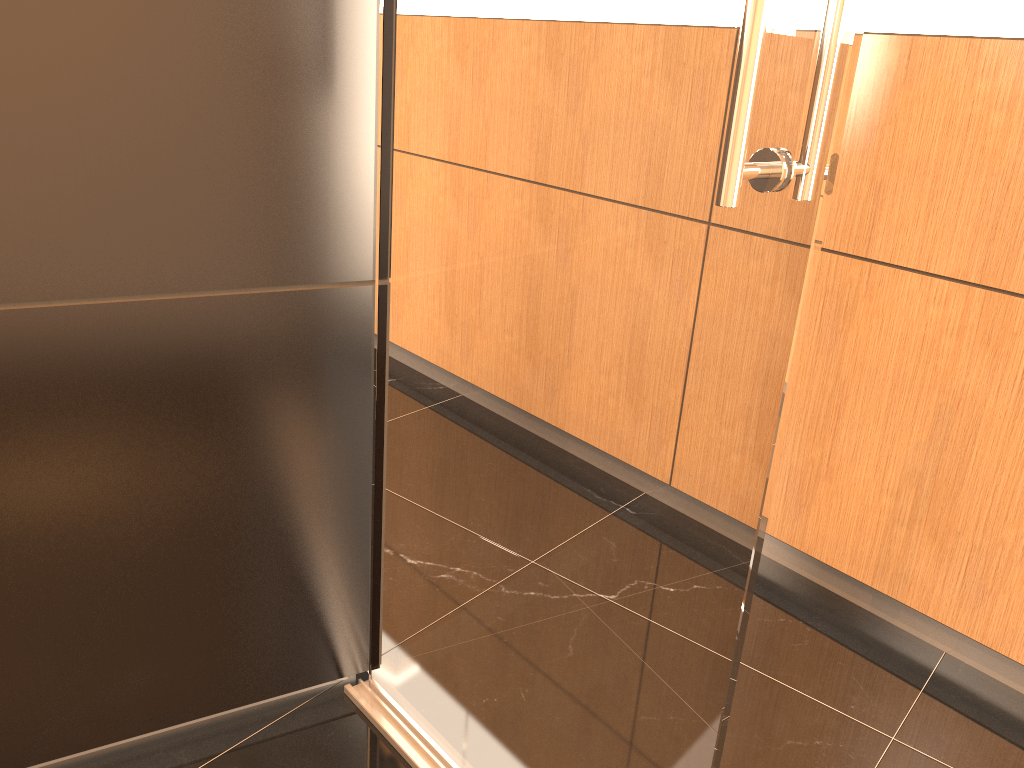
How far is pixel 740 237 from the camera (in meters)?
1.01

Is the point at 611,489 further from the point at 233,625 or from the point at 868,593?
the point at 868,593

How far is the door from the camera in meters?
1.0

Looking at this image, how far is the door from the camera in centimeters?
101cm
